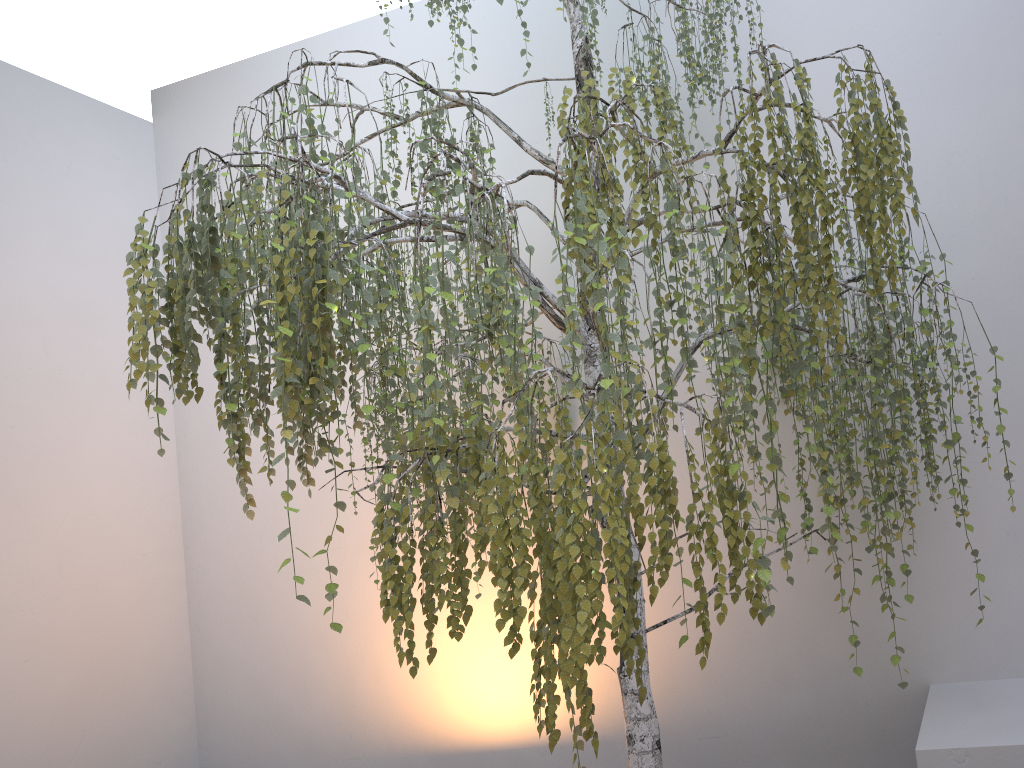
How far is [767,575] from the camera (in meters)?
1.56

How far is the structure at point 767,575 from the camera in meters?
1.6 m

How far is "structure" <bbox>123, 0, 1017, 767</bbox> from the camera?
1.6 meters
